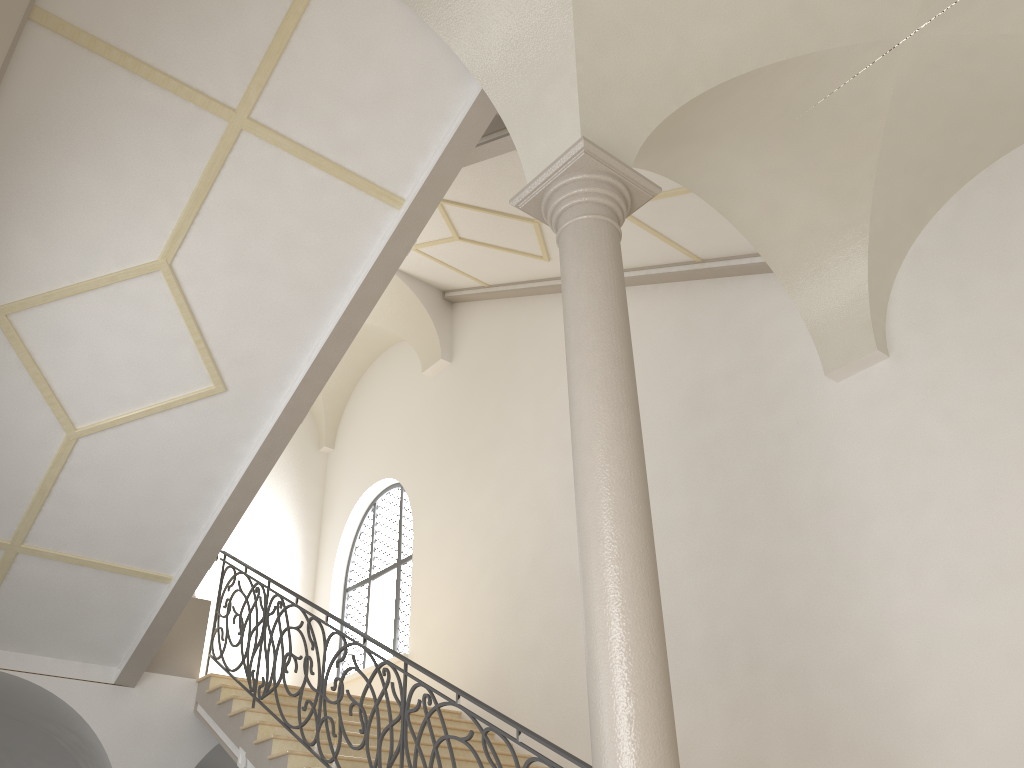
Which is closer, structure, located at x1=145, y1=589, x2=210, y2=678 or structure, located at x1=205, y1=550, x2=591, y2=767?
structure, located at x1=205, y1=550, x2=591, y2=767

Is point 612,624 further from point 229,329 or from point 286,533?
point 286,533

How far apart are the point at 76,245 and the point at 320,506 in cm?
924

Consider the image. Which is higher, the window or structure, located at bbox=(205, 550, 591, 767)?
the window

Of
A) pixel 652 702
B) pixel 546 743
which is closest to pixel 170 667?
pixel 546 743

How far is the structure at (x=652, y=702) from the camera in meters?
3.8

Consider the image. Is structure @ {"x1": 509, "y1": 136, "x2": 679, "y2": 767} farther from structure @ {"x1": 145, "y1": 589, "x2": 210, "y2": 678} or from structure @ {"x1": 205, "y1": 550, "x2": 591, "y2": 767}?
structure @ {"x1": 145, "y1": 589, "x2": 210, "y2": 678}

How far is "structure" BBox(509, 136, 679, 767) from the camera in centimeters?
383cm

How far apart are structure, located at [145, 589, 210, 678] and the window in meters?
3.1

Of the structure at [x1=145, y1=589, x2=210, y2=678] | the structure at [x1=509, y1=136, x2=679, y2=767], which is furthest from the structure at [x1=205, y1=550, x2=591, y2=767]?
the structure at [x1=509, y1=136, x2=679, y2=767]
